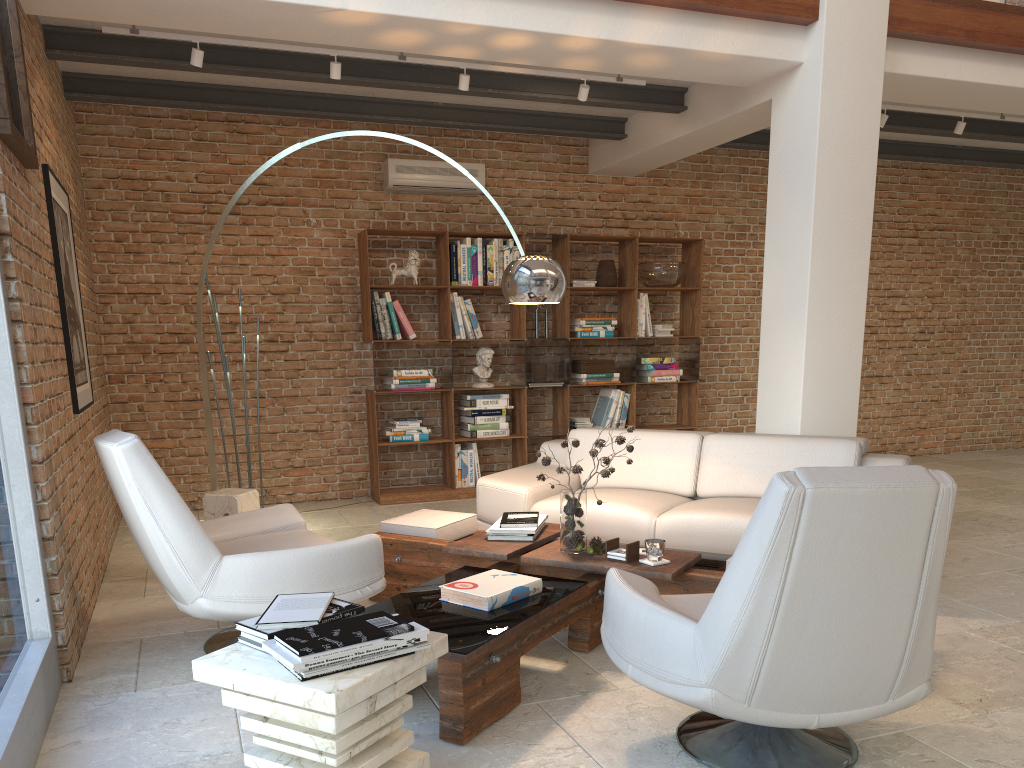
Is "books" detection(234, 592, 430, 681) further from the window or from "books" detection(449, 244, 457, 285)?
"books" detection(449, 244, 457, 285)

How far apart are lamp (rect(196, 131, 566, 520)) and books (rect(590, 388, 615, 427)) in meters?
3.8

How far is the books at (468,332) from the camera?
7.49m

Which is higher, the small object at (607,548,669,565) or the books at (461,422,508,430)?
the books at (461,422,508,430)

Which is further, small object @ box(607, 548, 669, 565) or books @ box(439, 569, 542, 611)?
small object @ box(607, 548, 669, 565)

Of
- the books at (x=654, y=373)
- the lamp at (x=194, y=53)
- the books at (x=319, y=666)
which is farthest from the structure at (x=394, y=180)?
the books at (x=319, y=666)

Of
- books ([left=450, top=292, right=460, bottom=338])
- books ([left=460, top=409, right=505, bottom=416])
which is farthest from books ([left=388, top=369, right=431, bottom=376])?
books ([left=460, top=409, right=505, bottom=416])

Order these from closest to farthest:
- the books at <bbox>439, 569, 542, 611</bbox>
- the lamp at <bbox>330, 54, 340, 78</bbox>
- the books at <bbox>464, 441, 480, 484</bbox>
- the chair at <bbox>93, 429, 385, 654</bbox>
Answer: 1. the books at <bbox>439, 569, 542, 611</bbox>
2. the chair at <bbox>93, 429, 385, 654</bbox>
3. the lamp at <bbox>330, 54, 340, 78</bbox>
4. the books at <bbox>464, 441, 480, 484</bbox>

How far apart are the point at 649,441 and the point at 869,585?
3.3m

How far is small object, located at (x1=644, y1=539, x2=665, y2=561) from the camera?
3.6m
